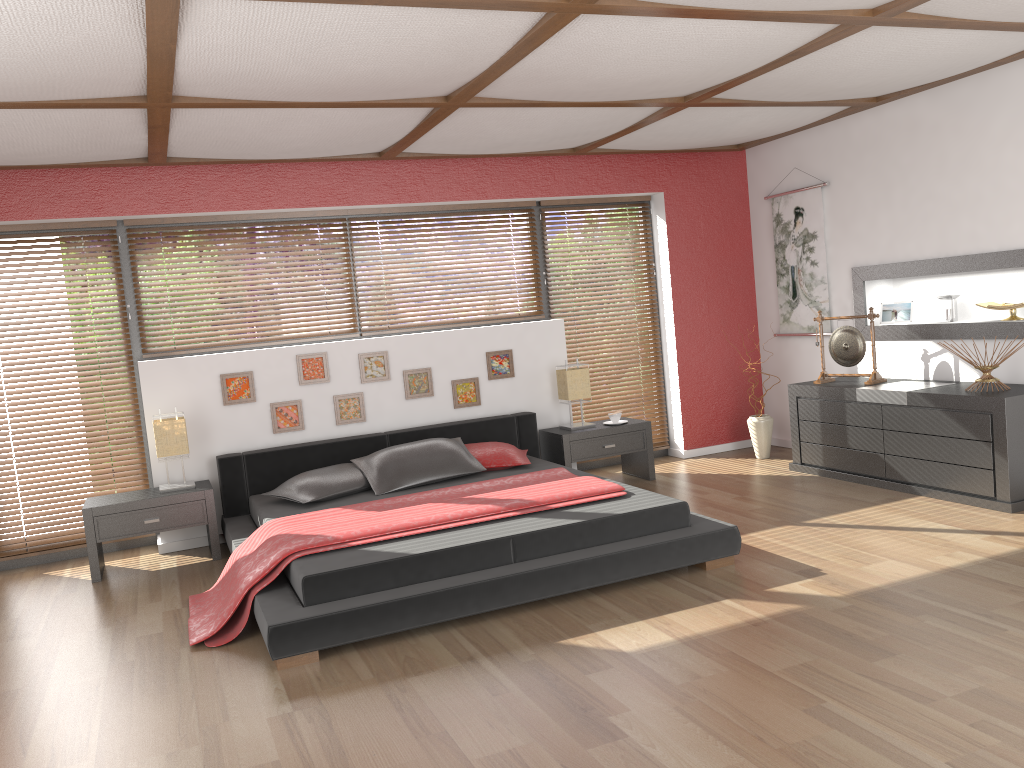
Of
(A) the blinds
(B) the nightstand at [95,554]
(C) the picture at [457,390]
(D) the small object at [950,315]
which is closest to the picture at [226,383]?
(B) the nightstand at [95,554]

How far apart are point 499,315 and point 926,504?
3.16m

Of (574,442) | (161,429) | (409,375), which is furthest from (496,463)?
(161,429)

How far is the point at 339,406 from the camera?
5.9m

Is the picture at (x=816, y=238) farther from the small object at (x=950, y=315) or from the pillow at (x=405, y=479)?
the pillow at (x=405, y=479)

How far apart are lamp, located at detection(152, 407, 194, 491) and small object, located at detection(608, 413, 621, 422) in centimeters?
285cm

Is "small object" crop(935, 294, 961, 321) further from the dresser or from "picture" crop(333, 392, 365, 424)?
"picture" crop(333, 392, 365, 424)

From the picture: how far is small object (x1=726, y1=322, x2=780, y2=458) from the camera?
6.7m

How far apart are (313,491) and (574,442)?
1.9m

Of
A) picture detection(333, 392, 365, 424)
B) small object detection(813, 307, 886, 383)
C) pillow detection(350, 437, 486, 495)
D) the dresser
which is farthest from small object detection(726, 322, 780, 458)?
picture detection(333, 392, 365, 424)
